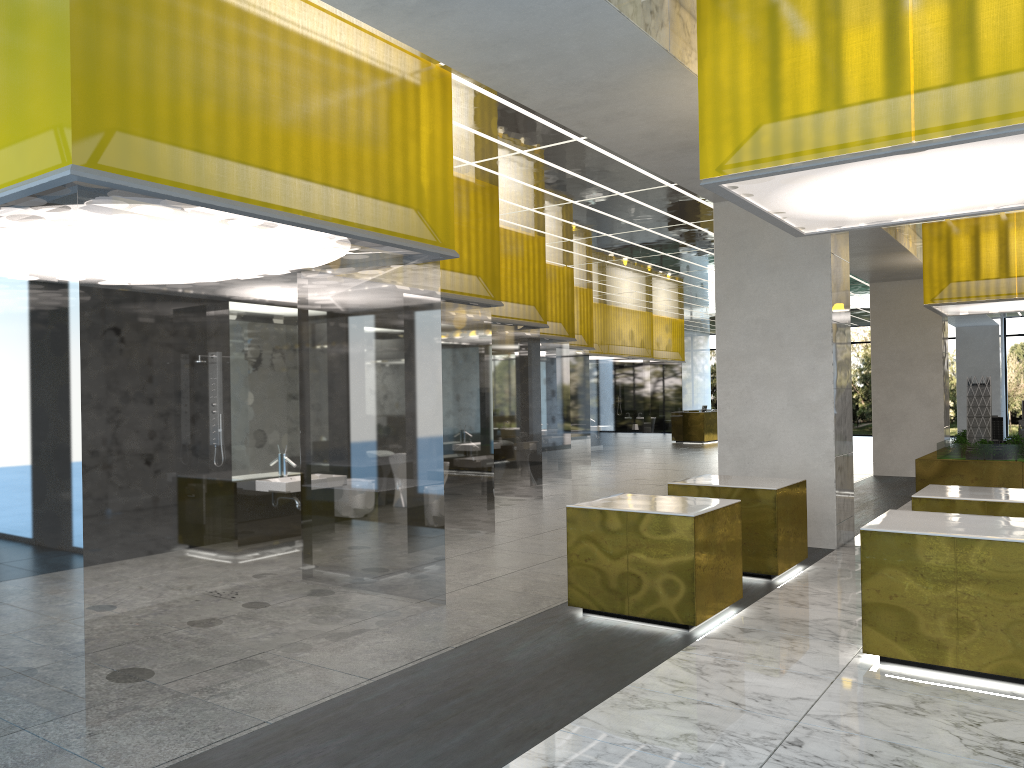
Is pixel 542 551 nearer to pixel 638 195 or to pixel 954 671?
pixel 954 671

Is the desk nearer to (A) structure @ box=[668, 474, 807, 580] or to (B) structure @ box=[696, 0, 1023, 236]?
(A) structure @ box=[668, 474, 807, 580]

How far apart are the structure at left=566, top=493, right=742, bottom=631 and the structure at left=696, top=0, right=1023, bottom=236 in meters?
3.2

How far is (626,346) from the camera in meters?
36.8

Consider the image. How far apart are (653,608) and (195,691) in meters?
4.4

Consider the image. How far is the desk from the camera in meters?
43.9 m

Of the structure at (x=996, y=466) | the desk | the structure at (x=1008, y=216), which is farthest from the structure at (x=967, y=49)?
the desk

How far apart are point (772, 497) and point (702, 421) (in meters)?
33.19

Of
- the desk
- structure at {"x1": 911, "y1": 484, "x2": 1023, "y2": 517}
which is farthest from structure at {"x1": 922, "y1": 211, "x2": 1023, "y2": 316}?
the desk

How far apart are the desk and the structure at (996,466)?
19.93m
